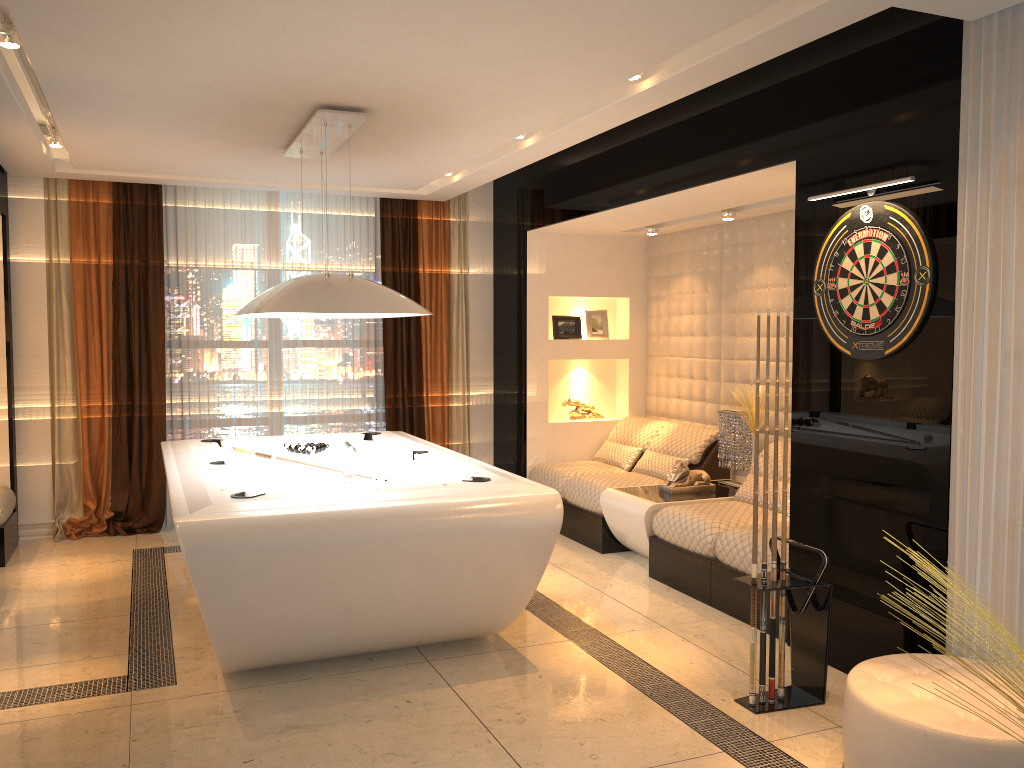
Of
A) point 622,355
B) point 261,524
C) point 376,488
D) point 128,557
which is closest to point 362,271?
point 622,355

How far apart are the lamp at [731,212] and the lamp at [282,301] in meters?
2.5

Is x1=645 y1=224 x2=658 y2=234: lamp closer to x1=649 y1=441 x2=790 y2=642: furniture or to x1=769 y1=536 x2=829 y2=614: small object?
x1=649 y1=441 x2=790 y2=642: furniture

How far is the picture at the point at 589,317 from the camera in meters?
7.5

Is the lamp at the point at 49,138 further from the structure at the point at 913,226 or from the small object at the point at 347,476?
the structure at the point at 913,226

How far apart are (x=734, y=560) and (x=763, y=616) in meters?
1.1 m

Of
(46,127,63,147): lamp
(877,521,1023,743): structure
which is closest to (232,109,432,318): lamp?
(46,127,63,147): lamp

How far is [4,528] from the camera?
5.7 meters

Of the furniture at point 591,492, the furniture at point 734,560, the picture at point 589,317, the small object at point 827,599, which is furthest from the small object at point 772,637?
the picture at point 589,317

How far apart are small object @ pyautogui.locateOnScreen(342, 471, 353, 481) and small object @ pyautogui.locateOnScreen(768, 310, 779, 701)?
2.09m
